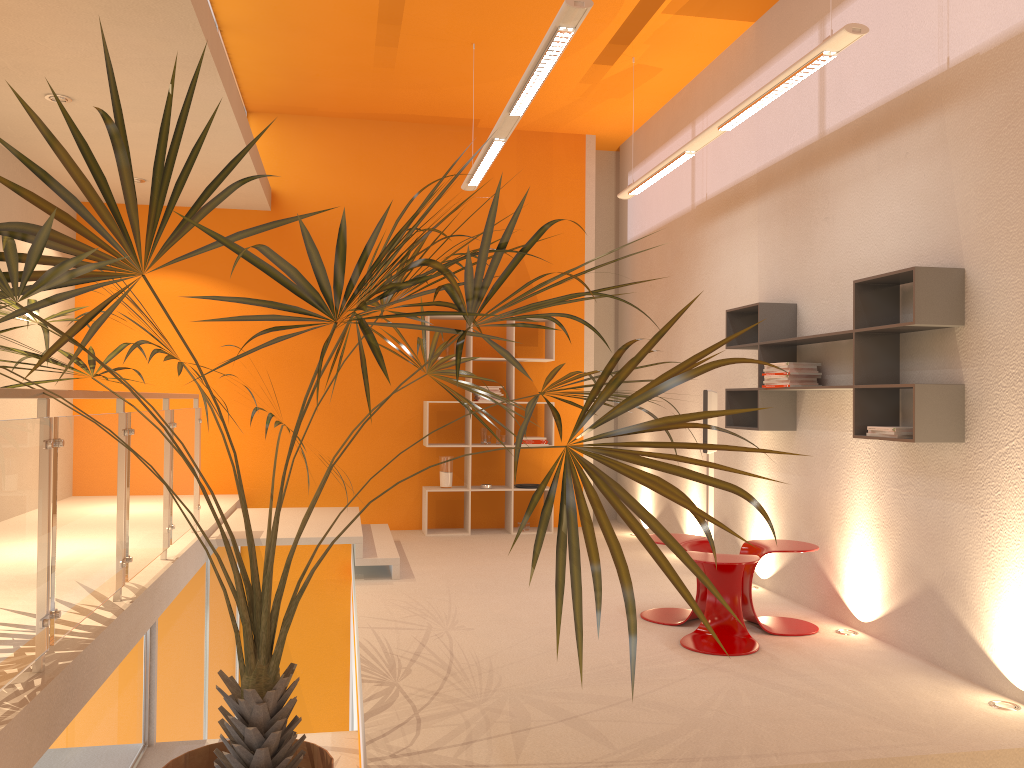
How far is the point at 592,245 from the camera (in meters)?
8.72

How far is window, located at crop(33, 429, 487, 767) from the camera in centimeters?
307cm

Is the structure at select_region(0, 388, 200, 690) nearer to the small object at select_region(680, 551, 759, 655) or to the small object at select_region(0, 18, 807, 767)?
the small object at select_region(0, 18, 807, 767)

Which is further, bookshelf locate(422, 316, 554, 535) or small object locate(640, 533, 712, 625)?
Result: bookshelf locate(422, 316, 554, 535)

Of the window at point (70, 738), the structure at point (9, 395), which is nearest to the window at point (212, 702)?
the structure at point (9, 395)

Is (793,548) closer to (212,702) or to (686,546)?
(686,546)

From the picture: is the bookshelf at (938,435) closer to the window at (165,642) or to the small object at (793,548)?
the small object at (793,548)

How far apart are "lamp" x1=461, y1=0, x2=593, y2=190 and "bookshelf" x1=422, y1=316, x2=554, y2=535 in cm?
187

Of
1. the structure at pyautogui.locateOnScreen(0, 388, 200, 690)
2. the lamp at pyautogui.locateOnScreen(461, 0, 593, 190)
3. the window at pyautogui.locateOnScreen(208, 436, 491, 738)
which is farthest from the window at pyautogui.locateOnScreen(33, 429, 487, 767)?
the lamp at pyautogui.locateOnScreen(461, 0, 593, 190)

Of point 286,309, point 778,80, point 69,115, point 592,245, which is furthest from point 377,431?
point 69,115
